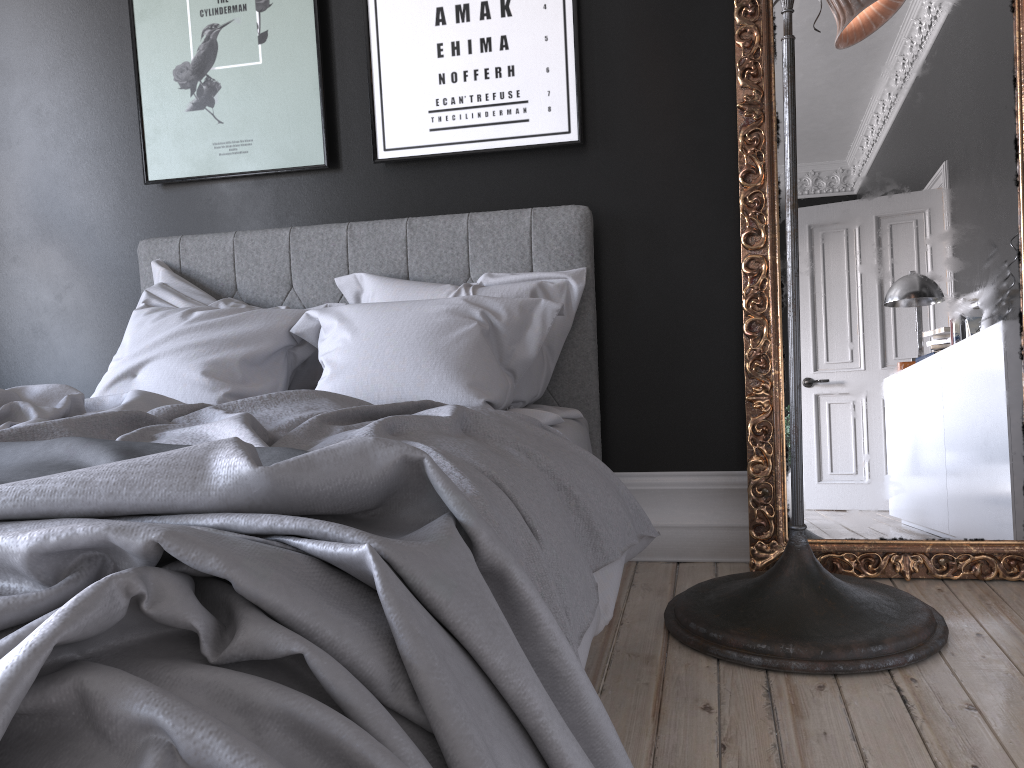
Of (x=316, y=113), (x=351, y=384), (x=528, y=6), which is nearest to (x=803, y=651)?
(x=351, y=384)

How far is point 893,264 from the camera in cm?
291

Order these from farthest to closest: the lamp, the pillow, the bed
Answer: the pillow → the lamp → the bed

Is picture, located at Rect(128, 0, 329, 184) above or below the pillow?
above

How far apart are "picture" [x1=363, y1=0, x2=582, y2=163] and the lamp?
0.9 meters

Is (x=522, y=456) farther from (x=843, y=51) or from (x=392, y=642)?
(x=843, y=51)

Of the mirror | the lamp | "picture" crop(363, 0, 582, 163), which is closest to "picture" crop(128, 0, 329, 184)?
"picture" crop(363, 0, 582, 163)

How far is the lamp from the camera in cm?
221

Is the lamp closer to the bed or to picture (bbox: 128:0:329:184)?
the bed

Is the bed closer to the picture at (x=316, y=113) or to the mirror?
the picture at (x=316, y=113)
